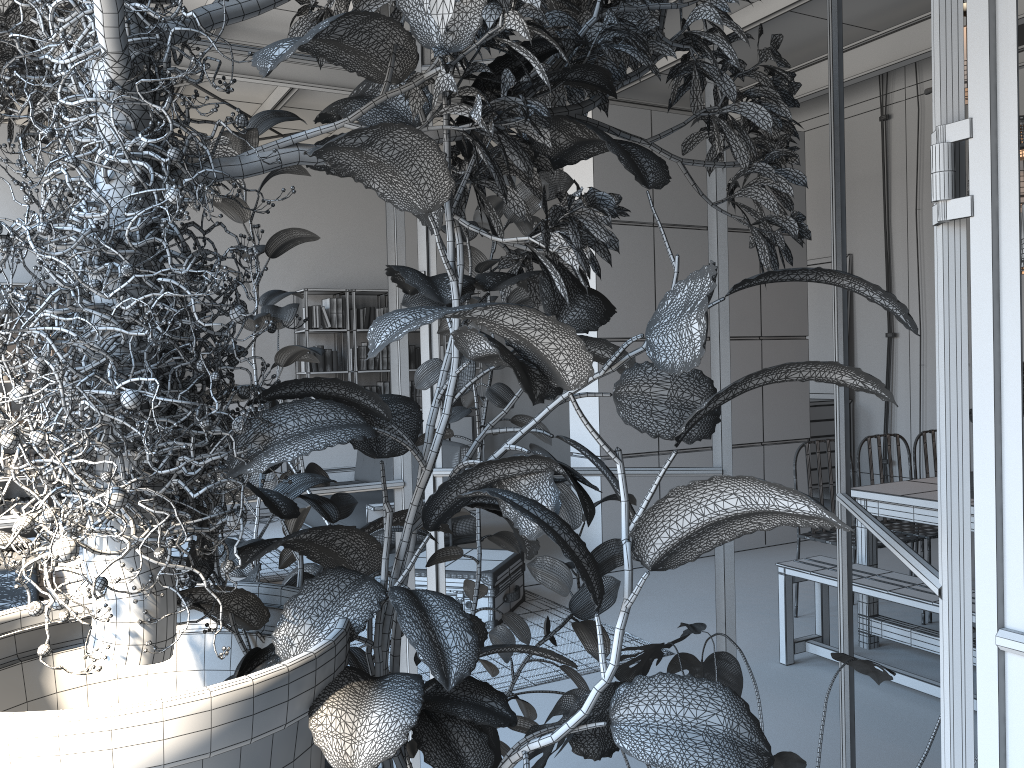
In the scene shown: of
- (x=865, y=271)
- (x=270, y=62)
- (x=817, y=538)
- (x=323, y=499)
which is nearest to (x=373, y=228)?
(x=865, y=271)

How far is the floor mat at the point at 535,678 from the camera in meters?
4.1 m

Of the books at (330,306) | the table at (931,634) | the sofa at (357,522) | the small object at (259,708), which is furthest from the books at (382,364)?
the small object at (259,708)

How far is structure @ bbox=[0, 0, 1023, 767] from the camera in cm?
97

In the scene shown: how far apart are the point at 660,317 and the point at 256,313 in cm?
142

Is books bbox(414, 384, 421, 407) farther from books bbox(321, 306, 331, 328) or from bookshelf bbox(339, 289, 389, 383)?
books bbox(321, 306, 331, 328)

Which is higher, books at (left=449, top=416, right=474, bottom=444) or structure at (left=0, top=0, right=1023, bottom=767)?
structure at (left=0, top=0, right=1023, bottom=767)

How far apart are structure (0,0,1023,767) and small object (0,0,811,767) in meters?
0.1 m

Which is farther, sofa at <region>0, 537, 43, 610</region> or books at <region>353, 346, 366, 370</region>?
books at <region>353, 346, 366, 370</region>

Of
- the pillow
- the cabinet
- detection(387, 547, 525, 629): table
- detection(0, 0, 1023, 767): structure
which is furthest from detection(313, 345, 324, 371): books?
detection(0, 0, 1023, 767): structure
